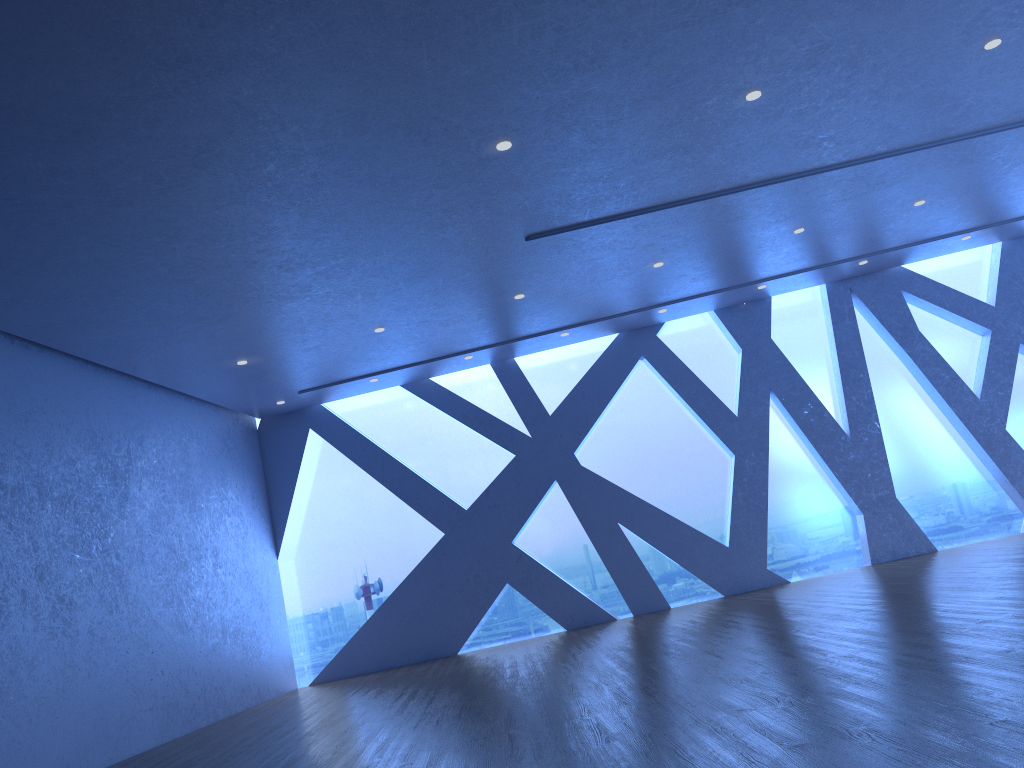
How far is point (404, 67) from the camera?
5.2 meters

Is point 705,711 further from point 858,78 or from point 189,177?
point 858,78
